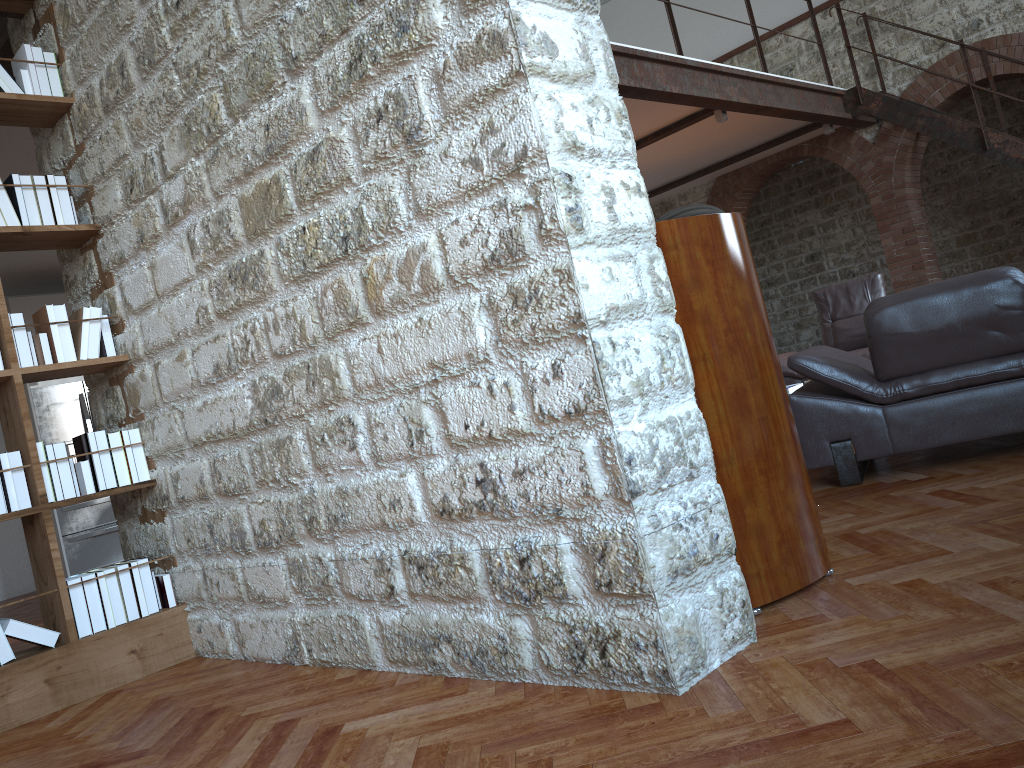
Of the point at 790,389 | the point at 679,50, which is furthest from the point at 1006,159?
the point at 790,389

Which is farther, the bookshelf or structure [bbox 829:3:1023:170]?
structure [bbox 829:3:1023:170]

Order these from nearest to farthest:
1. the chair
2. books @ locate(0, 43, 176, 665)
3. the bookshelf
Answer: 1. the bookshelf
2. books @ locate(0, 43, 176, 665)
3. the chair

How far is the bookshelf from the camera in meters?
3.1 m

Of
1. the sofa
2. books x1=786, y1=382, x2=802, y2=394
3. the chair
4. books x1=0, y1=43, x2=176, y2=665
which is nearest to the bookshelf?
books x1=0, y1=43, x2=176, y2=665

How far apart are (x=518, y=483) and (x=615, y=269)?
0.56m

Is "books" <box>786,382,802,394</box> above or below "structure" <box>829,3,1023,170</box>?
below

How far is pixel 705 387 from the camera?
2.3 meters

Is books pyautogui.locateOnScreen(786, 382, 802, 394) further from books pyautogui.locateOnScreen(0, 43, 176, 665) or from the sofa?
books pyautogui.locateOnScreen(0, 43, 176, 665)

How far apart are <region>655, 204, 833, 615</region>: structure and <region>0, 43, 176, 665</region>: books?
2.3 meters
